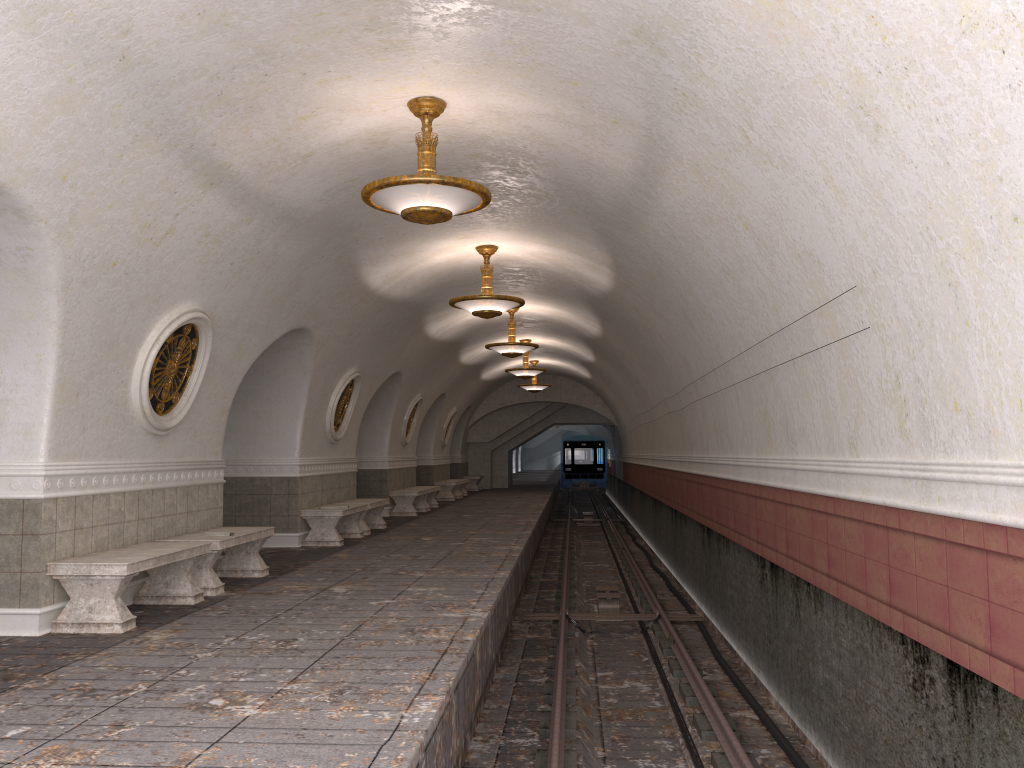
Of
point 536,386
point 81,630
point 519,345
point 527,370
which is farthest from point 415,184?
point 536,386

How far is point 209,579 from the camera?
8.10m

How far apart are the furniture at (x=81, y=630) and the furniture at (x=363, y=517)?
6.3 meters

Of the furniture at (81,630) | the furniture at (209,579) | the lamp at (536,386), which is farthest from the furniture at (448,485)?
the furniture at (81,630)

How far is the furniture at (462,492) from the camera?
27.2m

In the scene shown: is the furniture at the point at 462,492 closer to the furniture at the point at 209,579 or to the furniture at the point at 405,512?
the furniture at the point at 405,512

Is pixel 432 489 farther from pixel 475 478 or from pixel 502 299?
pixel 475 478

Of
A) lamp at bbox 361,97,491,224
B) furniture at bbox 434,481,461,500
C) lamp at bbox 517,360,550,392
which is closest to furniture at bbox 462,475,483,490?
furniture at bbox 434,481,461,500

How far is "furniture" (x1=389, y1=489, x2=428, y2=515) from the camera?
18.4m

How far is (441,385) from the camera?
21.88m
